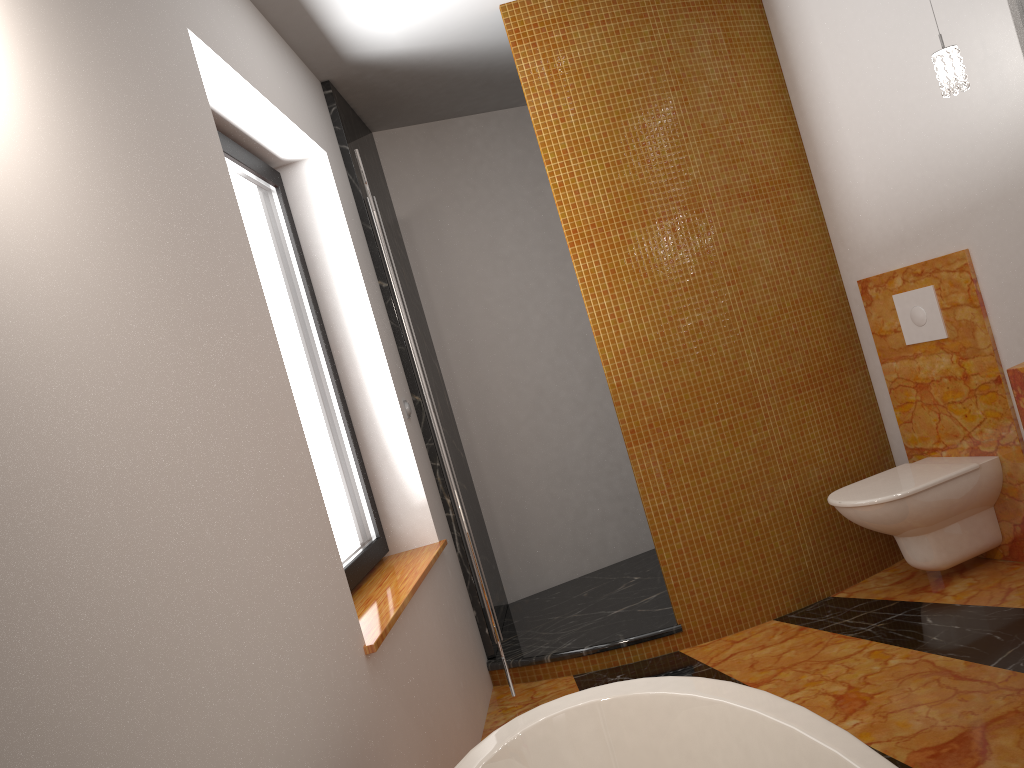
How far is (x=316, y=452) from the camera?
2.8m

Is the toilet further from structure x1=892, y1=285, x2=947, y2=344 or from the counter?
the counter

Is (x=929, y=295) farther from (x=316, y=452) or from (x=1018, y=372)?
(x=316, y=452)

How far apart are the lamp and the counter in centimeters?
83cm

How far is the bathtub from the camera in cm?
141

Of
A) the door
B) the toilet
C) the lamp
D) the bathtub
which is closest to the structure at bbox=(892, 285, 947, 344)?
the toilet

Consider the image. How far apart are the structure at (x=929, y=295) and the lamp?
0.82m

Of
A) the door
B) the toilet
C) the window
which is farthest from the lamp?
the window

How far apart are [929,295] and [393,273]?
1.95m

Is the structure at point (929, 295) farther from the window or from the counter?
the window
